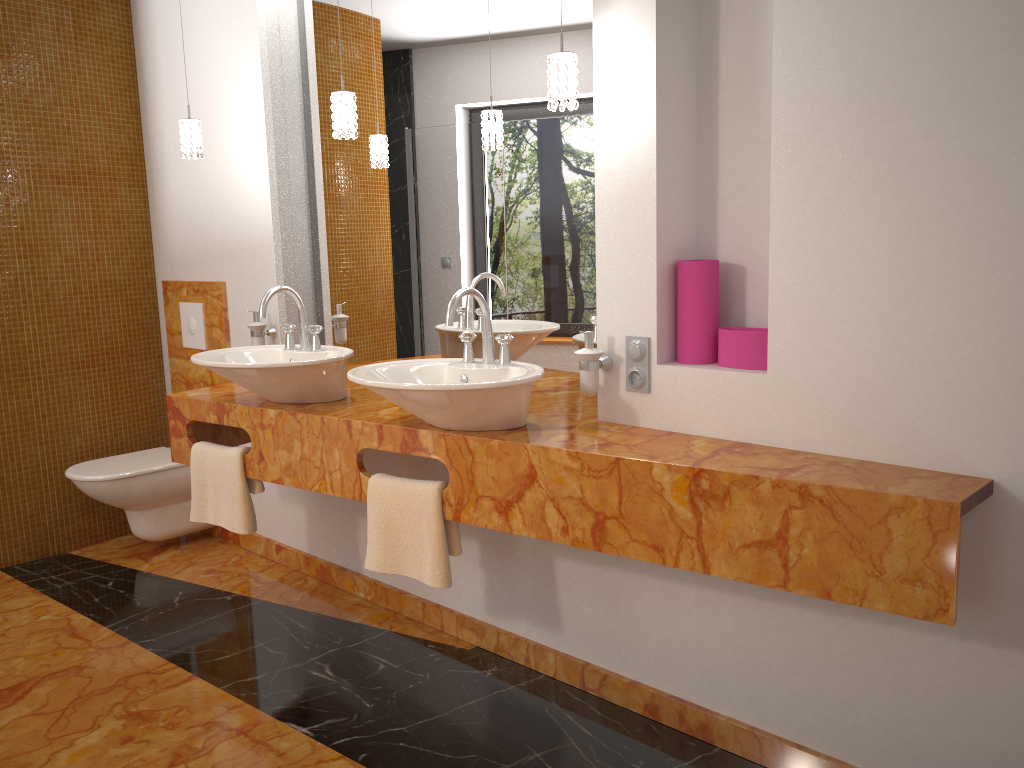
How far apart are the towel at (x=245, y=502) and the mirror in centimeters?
62cm

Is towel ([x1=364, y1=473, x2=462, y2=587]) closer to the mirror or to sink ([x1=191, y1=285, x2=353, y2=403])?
sink ([x1=191, y1=285, x2=353, y2=403])

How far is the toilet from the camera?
3.5 meters

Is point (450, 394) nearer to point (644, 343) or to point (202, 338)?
point (644, 343)

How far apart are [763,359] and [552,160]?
0.9 meters

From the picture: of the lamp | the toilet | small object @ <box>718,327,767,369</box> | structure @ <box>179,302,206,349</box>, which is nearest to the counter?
small object @ <box>718,327,767,369</box>

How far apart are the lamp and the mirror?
0.2m

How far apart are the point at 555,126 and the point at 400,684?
1.68m

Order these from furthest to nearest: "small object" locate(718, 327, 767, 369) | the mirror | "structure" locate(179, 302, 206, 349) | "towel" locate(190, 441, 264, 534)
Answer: "structure" locate(179, 302, 206, 349), "towel" locate(190, 441, 264, 534), the mirror, "small object" locate(718, 327, 767, 369)

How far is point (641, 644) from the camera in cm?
239
